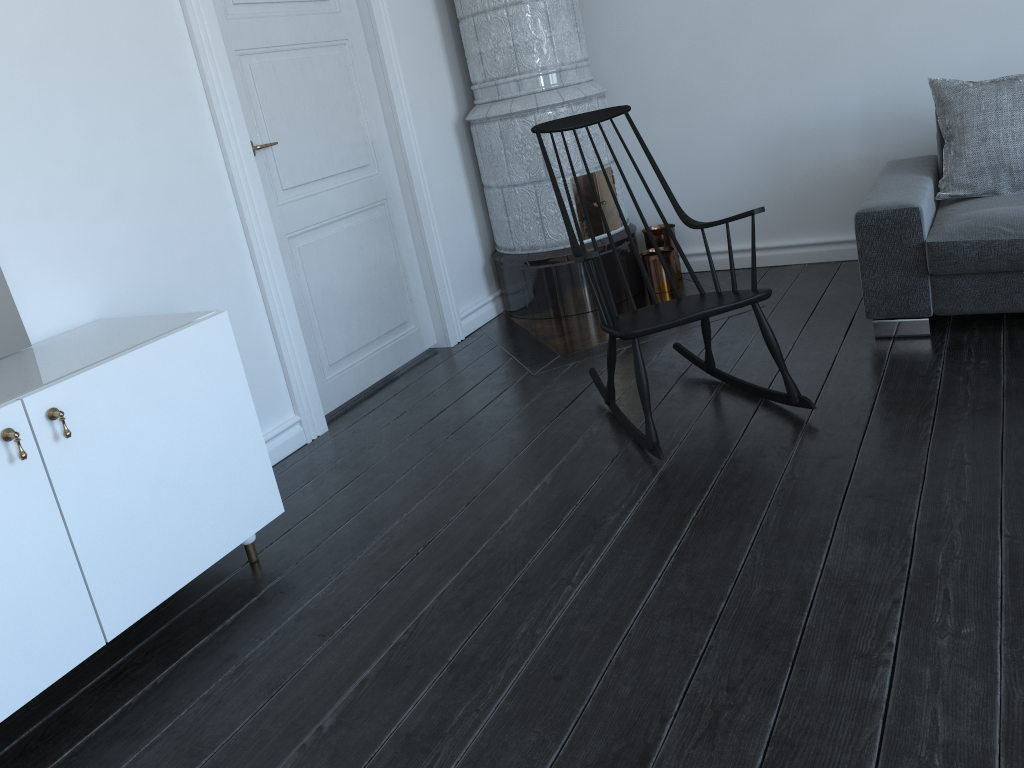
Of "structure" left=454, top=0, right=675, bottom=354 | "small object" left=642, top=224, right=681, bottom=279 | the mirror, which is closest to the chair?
"structure" left=454, top=0, right=675, bottom=354

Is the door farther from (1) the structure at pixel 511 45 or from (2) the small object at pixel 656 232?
(2) the small object at pixel 656 232

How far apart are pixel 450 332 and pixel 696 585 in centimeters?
242cm

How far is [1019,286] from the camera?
2.9m

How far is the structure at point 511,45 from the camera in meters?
4.0 m

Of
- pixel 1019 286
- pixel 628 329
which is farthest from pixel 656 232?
pixel 628 329

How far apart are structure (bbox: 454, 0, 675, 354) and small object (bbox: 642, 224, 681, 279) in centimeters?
11cm

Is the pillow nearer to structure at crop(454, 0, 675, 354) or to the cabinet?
structure at crop(454, 0, 675, 354)

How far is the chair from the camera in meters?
2.6

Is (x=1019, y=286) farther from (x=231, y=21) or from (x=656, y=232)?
(x=231, y=21)
